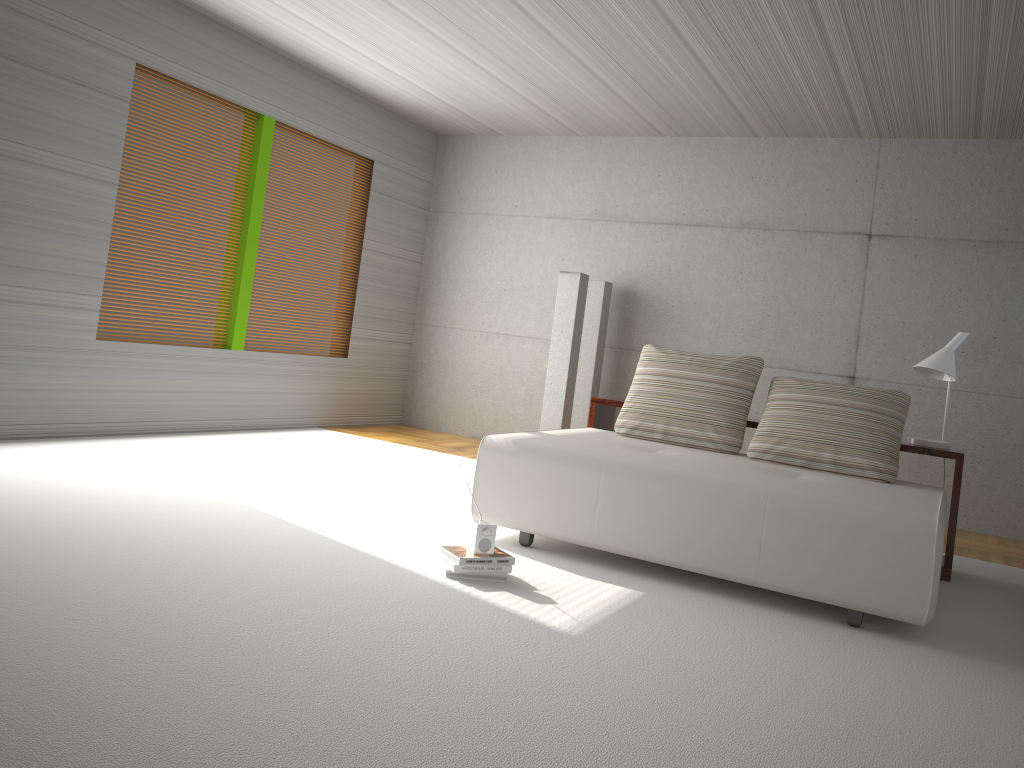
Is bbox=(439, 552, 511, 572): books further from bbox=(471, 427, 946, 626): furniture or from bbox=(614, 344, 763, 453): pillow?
bbox=(614, 344, 763, 453): pillow

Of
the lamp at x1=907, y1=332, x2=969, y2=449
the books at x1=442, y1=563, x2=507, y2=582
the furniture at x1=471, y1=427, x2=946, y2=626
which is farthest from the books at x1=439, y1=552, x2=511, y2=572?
the lamp at x1=907, y1=332, x2=969, y2=449

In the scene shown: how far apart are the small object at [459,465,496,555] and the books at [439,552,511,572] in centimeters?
7cm

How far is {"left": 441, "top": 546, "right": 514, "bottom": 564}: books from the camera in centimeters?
373cm

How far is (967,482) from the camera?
7.1m

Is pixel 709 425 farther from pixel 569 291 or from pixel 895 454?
pixel 569 291

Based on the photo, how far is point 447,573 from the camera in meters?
3.8 m

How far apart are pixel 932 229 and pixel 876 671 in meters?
5.1 m

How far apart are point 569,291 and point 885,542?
4.35m

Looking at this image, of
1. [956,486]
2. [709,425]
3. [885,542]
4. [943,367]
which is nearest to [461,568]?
[885,542]
